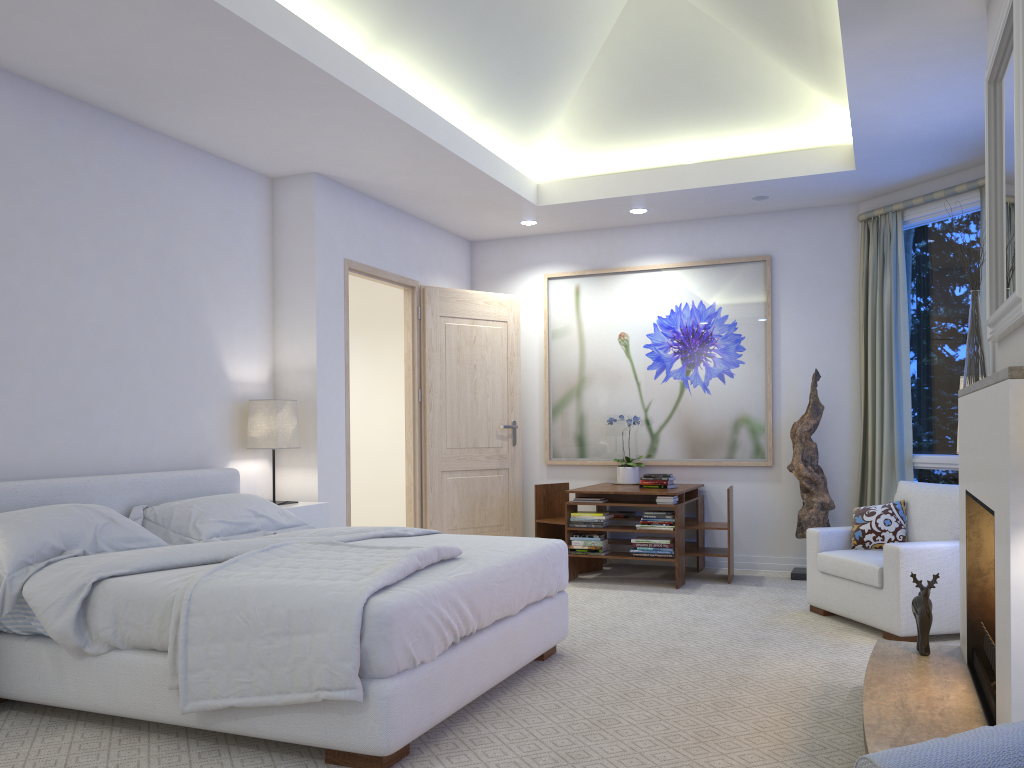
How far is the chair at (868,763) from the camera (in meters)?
0.79

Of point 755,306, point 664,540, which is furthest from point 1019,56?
point 755,306

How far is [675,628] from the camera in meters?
4.4 m

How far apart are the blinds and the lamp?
3.6m

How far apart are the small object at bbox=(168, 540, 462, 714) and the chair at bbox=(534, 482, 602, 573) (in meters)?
2.87

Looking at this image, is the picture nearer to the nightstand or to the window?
the window

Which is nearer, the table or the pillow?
the pillow

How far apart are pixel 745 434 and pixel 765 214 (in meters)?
1.56

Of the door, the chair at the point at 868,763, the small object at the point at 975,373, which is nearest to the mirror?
the small object at the point at 975,373

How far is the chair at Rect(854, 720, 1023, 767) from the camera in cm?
79
